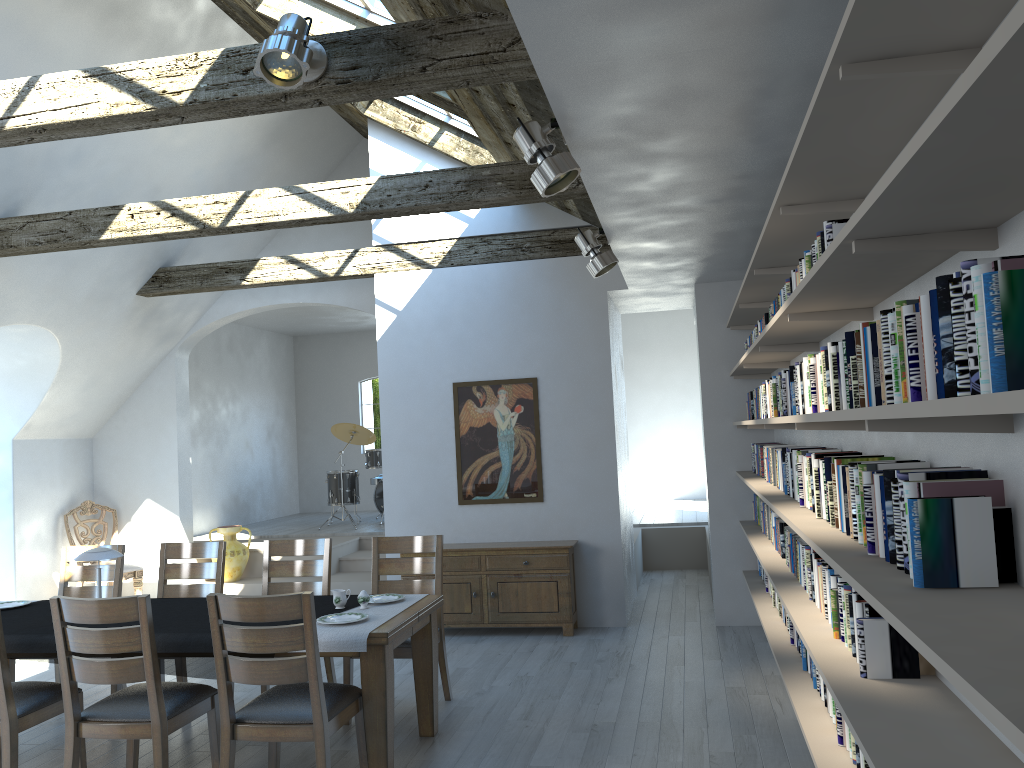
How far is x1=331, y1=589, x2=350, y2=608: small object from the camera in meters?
4.6

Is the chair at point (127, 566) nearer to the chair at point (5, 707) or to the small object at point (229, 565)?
the small object at point (229, 565)

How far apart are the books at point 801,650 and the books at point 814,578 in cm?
37

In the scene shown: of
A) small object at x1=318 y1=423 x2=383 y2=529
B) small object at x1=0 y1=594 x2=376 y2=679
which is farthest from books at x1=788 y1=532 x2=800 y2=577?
small object at x1=318 y1=423 x2=383 y2=529

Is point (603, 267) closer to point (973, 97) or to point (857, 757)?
point (857, 757)

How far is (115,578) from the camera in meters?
5.9

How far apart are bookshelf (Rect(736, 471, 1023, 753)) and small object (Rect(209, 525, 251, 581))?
5.73m

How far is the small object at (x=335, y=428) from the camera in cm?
1190

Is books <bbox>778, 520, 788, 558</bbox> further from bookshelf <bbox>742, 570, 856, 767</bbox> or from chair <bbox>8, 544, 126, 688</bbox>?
chair <bbox>8, 544, 126, 688</bbox>

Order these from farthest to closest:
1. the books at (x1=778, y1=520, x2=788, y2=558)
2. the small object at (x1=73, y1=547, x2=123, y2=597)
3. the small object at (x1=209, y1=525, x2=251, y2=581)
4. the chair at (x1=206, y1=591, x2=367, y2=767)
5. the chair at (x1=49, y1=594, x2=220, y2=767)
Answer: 1. the small object at (x1=209, y1=525, x2=251, y2=581)
2. the books at (x1=778, y1=520, x2=788, y2=558)
3. the small object at (x1=73, y1=547, x2=123, y2=597)
4. the chair at (x1=49, y1=594, x2=220, y2=767)
5. the chair at (x1=206, y1=591, x2=367, y2=767)
